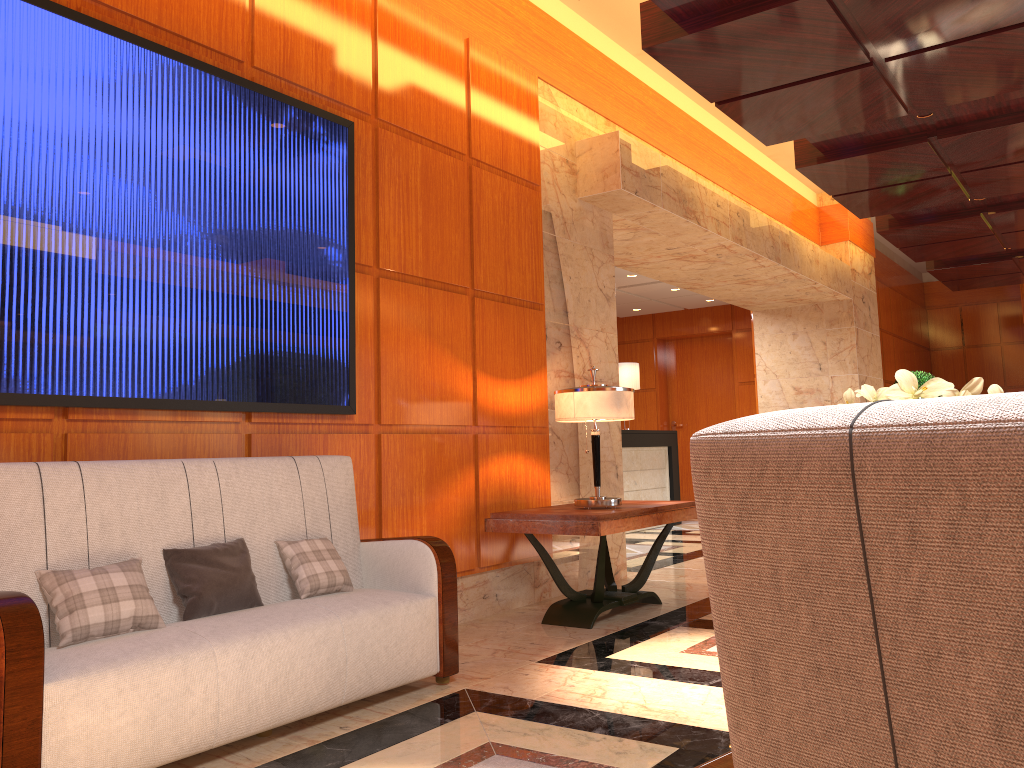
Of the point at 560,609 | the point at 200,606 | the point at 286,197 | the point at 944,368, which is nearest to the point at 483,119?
the point at 286,197

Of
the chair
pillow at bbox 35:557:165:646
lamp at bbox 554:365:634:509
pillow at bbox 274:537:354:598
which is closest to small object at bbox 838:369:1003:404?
the chair

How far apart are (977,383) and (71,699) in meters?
2.4 m

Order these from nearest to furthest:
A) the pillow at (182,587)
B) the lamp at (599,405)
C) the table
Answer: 1. the pillow at (182,587)
2. the table
3. the lamp at (599,405)

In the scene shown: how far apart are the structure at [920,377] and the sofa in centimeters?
1083cm

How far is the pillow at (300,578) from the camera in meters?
3.4 m

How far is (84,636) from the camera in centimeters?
266cm

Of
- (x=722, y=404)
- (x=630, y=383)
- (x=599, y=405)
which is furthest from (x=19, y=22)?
(x=722, y=404)

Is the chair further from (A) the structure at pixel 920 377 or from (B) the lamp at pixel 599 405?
(A) the structure at pixel 920 377

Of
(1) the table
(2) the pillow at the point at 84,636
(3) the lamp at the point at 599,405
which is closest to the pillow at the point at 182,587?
(2) the pillow at the point at 84,636
